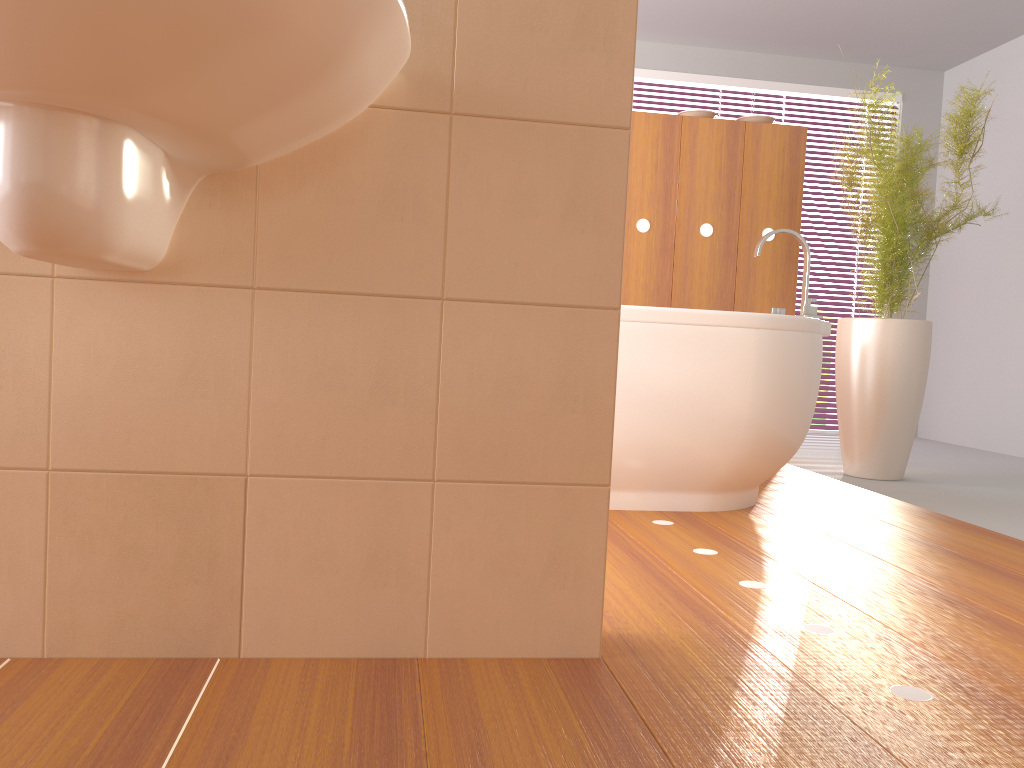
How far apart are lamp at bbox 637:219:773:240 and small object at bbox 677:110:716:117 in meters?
0.5 m

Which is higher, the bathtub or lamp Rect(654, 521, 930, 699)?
the bathtub

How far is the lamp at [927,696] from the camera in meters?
1.3

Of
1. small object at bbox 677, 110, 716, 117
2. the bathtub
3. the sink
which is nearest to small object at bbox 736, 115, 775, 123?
small object at bbox 677, 110, 716, 117

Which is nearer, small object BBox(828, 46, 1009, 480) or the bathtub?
the bathtub

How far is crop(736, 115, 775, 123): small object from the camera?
3.9m

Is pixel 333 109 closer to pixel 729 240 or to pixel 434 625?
pixel 434 625

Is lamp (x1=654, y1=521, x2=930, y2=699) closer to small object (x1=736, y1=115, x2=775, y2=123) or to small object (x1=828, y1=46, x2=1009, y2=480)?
small object (x1=828, y1=46, x2=1009, y2=480)

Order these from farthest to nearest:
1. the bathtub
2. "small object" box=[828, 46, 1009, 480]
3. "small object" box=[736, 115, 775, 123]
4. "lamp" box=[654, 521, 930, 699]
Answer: "small object" box=[736, 115, 775, 123] → "small object" box=[828, 46, 1009, 480] → the bathtub → "lamp" box=[654, 521, 930, 699]

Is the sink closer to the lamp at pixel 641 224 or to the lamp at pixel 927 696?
the lamp at pixel 927 696
